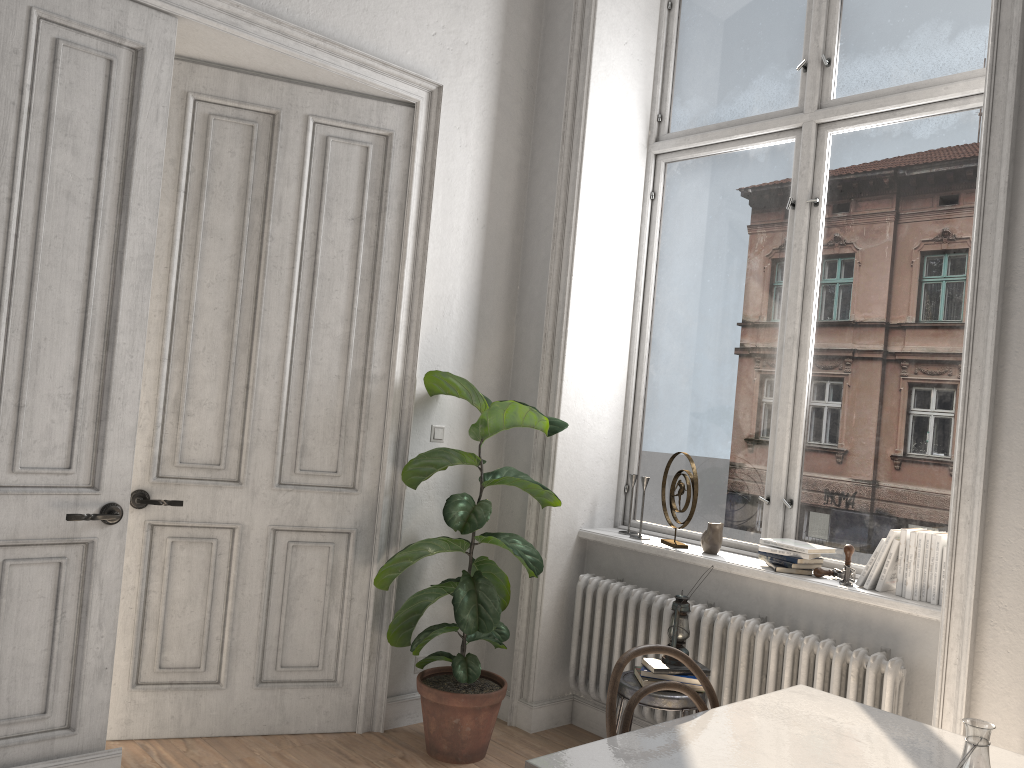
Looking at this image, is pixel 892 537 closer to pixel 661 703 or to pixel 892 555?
pixel 892 555

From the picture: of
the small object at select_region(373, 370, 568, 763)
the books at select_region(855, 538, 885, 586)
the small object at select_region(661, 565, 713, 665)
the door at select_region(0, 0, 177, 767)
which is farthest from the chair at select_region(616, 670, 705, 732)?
the door at select_region(0, 0, 177, 767)

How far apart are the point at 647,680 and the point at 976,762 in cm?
171

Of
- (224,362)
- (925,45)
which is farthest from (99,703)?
(925,45)

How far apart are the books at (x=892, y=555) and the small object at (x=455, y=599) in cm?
132

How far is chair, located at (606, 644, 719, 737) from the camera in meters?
Answer: 2.1 m

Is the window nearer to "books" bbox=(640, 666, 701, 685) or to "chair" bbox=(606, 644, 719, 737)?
"books" bbox=(640, 666, 701, 685)

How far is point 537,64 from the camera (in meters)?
4.47

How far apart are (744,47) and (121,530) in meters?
3.4

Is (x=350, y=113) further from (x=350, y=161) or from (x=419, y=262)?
(x=419, y=262)
